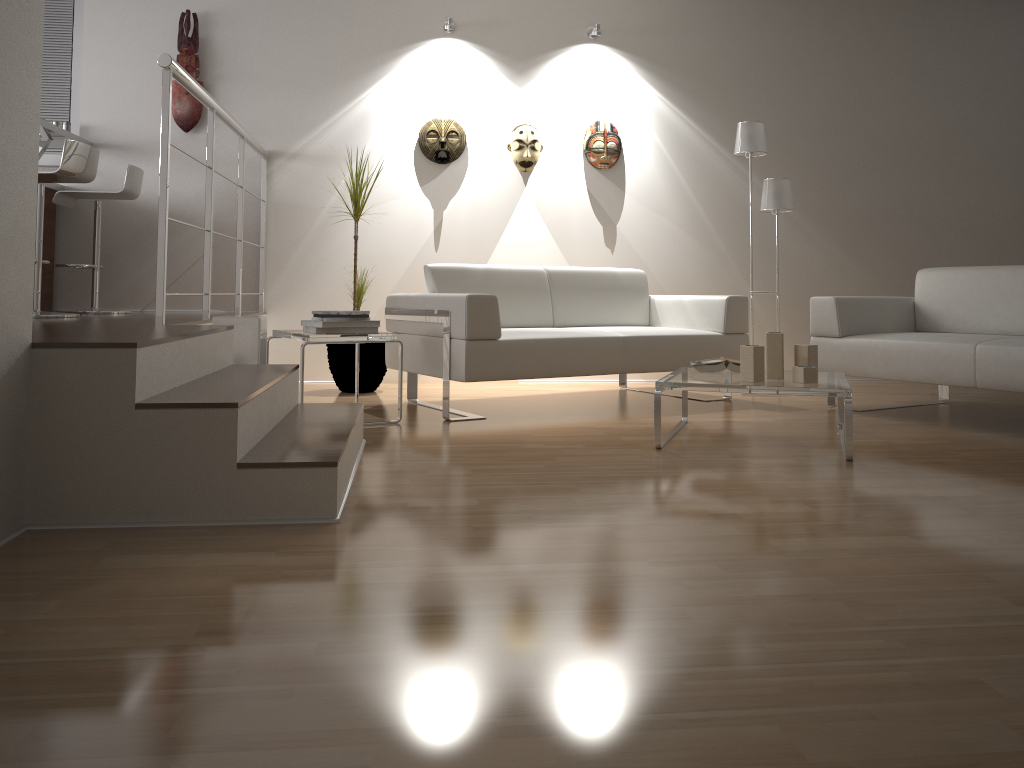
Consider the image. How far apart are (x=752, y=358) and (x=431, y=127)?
3.1 meters

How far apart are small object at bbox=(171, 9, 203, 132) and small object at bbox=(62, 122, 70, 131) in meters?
0.6 m

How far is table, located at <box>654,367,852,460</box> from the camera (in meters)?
3.17

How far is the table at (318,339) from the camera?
3.75m

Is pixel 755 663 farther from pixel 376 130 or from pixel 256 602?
pixel 376 130

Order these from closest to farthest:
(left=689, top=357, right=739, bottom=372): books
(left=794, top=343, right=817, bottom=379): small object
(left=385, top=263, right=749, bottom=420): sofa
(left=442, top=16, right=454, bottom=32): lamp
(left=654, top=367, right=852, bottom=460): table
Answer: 1. (left=654, top=367, right=852, bottom=460): table
2. (left=794, top=343, right=817, bottom=379): small object
3. (left=689, top=357, right=739, bottom=372): books
4. (left=385, top=263, right=749, bottom=420): sofa
5. (left=442, top=16, right=454, bottom=32): lamp

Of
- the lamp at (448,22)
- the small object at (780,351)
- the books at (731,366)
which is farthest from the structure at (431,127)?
the small object at (780,351)

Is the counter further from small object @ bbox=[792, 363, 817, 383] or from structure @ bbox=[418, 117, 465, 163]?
small object @ bbox=[792, 363, 817, 383]

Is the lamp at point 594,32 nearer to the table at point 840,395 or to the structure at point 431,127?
the structure at point 431,127

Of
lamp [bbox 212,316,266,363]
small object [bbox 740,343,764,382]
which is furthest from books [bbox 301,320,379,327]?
small object [bbox 740,343,764,382]
